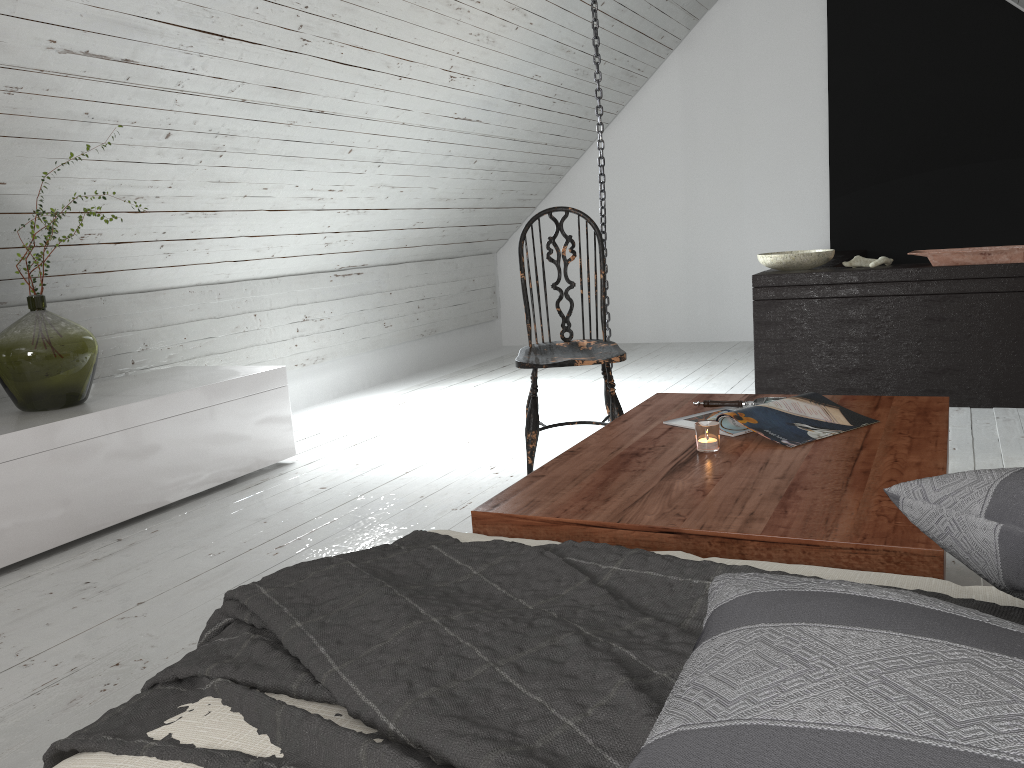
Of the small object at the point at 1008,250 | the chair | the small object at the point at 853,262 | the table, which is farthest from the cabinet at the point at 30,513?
the small object at the point at 1008,250

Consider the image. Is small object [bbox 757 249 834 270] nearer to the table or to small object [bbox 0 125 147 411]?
the table

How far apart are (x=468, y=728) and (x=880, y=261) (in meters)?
3.55

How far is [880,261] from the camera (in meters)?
3.80

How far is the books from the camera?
1.9m

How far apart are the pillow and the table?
0.35m

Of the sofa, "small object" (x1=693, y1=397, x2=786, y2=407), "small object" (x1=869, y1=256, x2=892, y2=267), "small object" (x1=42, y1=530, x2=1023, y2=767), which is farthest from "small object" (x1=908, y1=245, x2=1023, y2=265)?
"small object" (x1=42, y1=530, x2=1023, y2=767)

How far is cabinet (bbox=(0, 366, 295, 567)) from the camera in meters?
2.5

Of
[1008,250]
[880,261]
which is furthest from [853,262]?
[1008,250]

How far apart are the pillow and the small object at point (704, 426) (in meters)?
0.88
